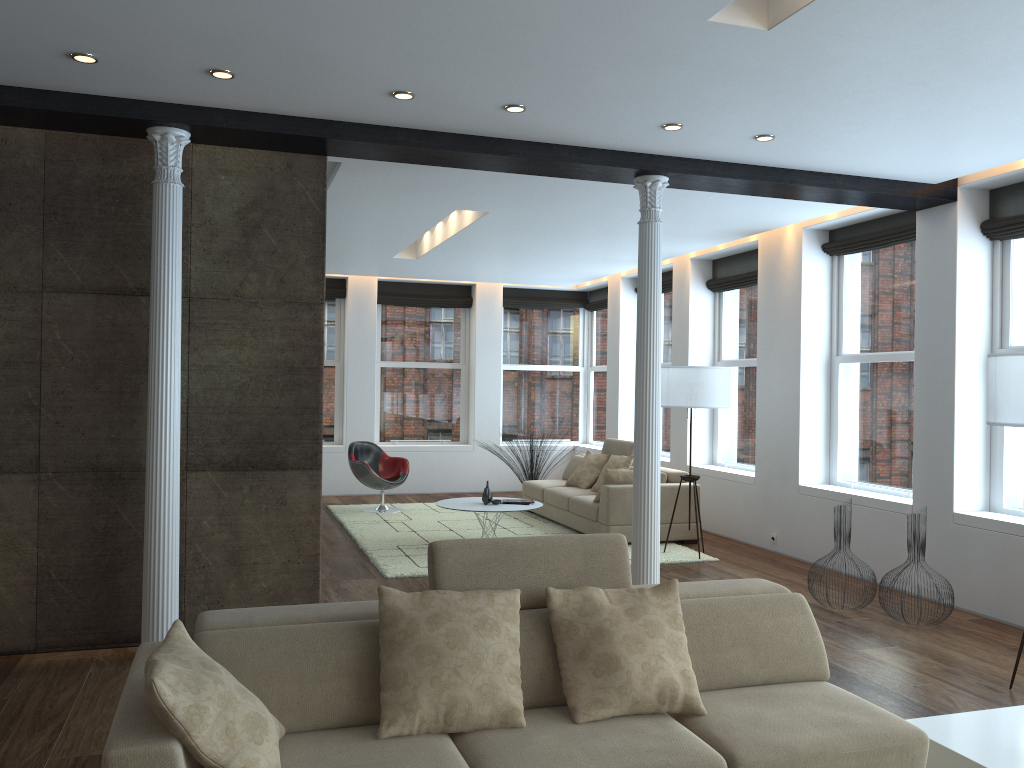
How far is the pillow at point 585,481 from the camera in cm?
994

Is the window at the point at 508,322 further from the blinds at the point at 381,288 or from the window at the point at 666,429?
the window at the point at 666,429

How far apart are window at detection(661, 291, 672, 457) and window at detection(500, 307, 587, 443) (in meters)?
2.41

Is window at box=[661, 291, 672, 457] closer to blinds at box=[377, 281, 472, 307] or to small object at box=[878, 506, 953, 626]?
blinds at box=[377, 281, 472, 307]

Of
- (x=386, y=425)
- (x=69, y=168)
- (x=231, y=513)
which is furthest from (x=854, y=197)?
(x=386, y=425)

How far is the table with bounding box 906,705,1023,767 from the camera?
3.3m

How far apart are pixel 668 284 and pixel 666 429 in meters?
1.8 m

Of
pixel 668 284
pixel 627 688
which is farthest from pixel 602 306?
pixel 627 688

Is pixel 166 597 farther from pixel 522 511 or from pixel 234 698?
pixel 522 511

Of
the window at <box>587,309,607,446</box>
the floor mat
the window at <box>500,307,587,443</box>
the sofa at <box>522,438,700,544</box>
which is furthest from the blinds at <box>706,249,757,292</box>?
the window at <box>500,307,587,443</box>
